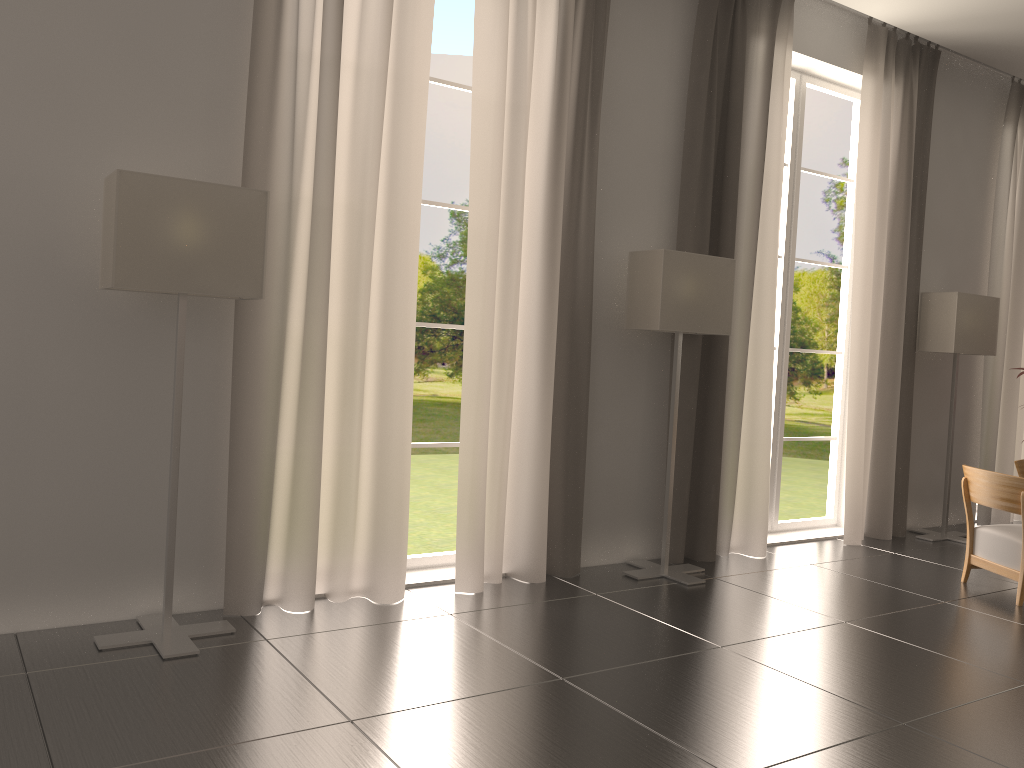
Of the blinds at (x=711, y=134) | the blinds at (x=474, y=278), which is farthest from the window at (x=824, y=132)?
the blinds at (x=474, y=278)

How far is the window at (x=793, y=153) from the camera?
10.9m

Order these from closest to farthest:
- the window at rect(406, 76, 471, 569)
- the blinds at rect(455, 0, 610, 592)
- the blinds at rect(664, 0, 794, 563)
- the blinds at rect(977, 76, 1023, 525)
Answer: the blinds at rect(455, 0, 610, 592) → the window at rect(406, 76, 471, 569) → the blinds at rect(664, 0, 794, 563) → the blinds at rect(977, 76, 1023, 525)

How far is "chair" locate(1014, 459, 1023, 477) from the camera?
10.2 meters

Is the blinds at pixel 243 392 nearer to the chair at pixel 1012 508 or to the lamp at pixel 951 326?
the chair at pixel 1012 508

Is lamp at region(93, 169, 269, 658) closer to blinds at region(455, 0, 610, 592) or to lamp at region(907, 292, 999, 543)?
blinds at region(455, 0, 610, 592)

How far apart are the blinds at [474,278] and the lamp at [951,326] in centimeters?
538cm

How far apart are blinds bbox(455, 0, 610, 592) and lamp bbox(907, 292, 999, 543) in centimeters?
538cm

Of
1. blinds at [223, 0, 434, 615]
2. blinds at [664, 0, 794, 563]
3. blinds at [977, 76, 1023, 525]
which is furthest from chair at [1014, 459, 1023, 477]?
blinds at [223, 0, 434, 615]

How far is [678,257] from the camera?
8.41m
